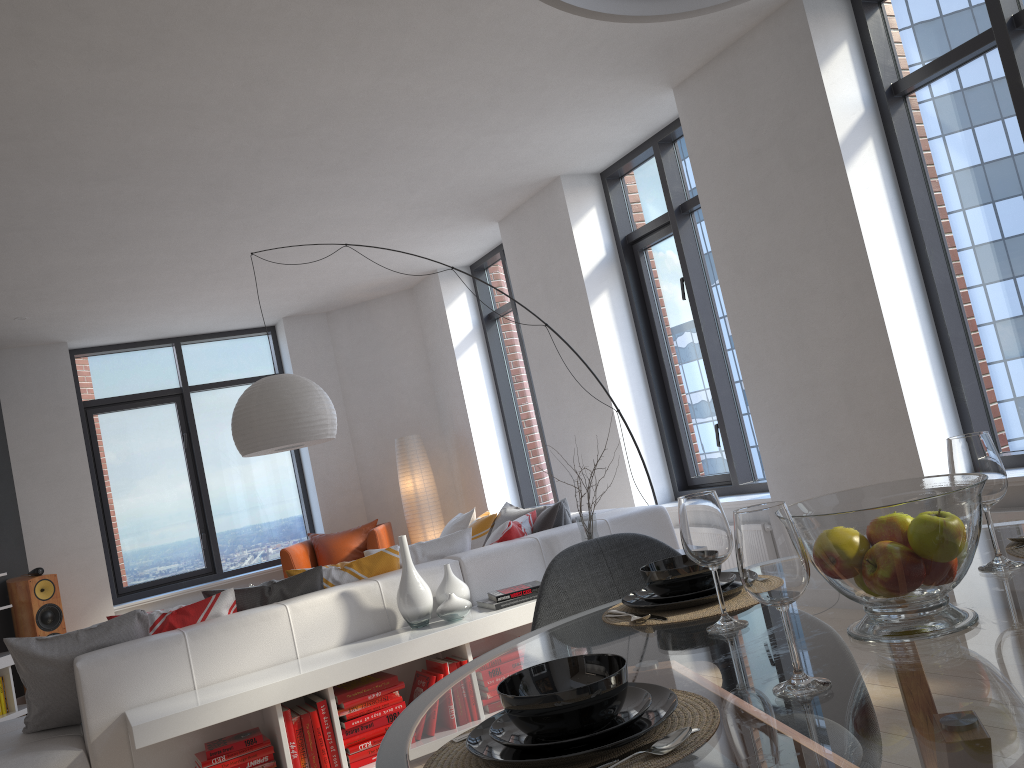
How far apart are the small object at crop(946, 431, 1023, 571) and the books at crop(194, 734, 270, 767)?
2.78m

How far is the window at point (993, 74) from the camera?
4.0 meters

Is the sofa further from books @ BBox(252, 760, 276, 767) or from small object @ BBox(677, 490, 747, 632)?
small object @ BBox(677, 490, 747, 632)

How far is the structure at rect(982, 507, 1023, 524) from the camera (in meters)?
3.71

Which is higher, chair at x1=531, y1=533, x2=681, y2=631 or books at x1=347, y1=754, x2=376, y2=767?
chair at x1=531, y1=533, x2=681, y2=631

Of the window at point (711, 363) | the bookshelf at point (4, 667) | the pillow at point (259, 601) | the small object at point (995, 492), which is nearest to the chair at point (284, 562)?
the bookshelf at point (4, 667)

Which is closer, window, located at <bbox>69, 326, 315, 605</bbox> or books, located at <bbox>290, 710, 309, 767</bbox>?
books, located at <bbox>290, 710, 309, 767</bbox>

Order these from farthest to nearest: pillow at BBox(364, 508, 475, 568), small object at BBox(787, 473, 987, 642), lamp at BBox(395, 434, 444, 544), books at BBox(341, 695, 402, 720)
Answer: lamp at BBox(395, 434, 444, 544) → pillow at BBox(364, 508, 475, 568) → books at BBox(341, 695, 402, 720) → small object at BBox(787, 473, 987, 642)

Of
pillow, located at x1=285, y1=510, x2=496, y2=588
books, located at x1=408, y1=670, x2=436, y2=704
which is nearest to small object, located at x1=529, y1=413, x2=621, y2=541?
pillow, located at x1=285, y1=510, x2=496, y2=588

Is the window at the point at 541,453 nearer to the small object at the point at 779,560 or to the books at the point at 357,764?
the books at the point at 357,764
